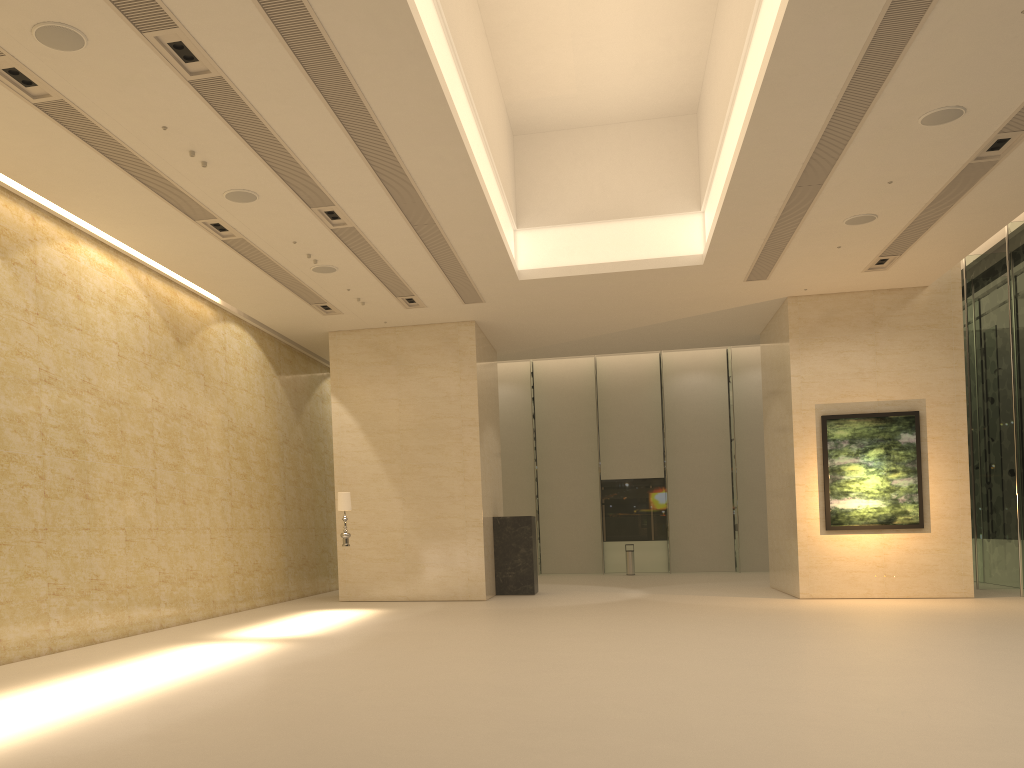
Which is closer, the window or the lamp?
the lamp

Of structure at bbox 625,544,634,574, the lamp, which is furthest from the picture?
structure at bbox 625,544,634,574

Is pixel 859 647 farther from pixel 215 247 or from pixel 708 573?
pixel 708 573

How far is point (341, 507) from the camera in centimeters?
1607cm

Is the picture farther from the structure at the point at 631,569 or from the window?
the structure at the point at 631,569

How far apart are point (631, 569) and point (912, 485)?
11.1m

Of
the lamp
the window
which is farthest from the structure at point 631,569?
the lamp

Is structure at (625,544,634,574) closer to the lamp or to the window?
the window

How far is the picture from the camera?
17.1 meters

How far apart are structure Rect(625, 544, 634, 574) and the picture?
10.2 meters
